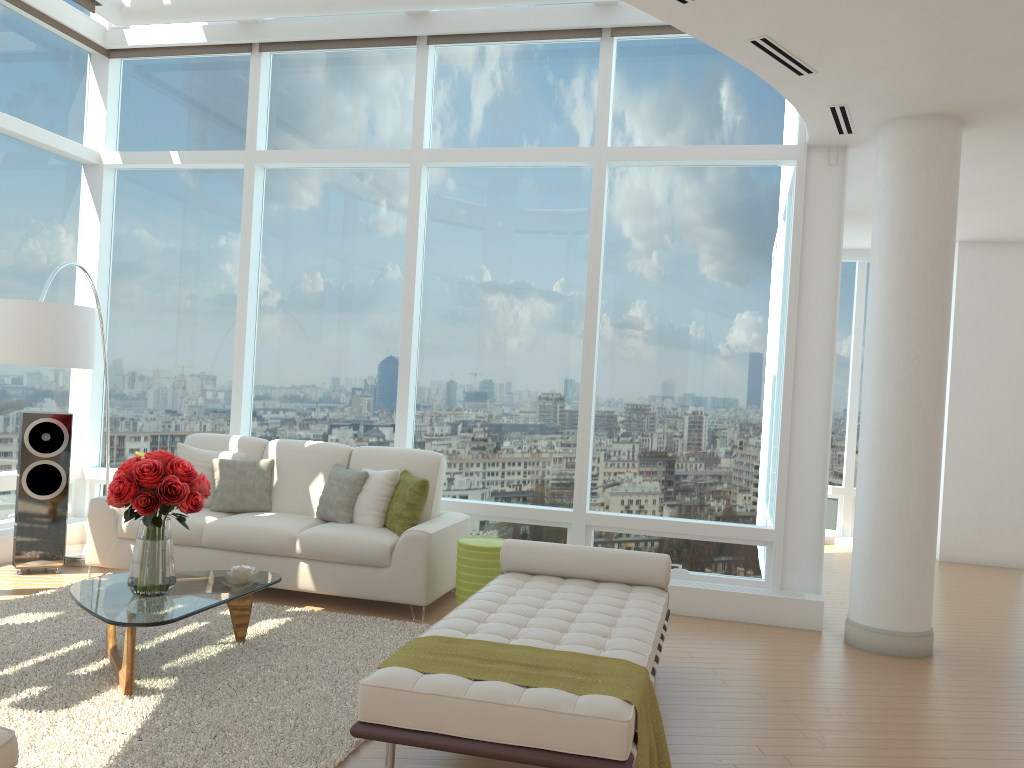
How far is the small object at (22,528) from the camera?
6.32m

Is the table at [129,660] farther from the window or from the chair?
the window

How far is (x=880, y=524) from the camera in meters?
5.6

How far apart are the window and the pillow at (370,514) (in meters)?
0.77

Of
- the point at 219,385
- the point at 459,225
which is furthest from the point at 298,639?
the point at 459,225

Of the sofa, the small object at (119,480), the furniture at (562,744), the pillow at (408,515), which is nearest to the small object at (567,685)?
the furniture at (562,744)

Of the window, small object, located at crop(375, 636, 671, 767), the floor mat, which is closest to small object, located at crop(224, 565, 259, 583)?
the floor mat

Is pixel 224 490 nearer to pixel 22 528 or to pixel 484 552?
pixel 22 528

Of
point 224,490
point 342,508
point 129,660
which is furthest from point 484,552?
point 129,660

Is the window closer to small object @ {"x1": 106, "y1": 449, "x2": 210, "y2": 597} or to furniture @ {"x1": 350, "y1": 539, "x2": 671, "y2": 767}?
furniture @ {"x1": 350, "y1": 539, "x2": 671, "y2": 767}
